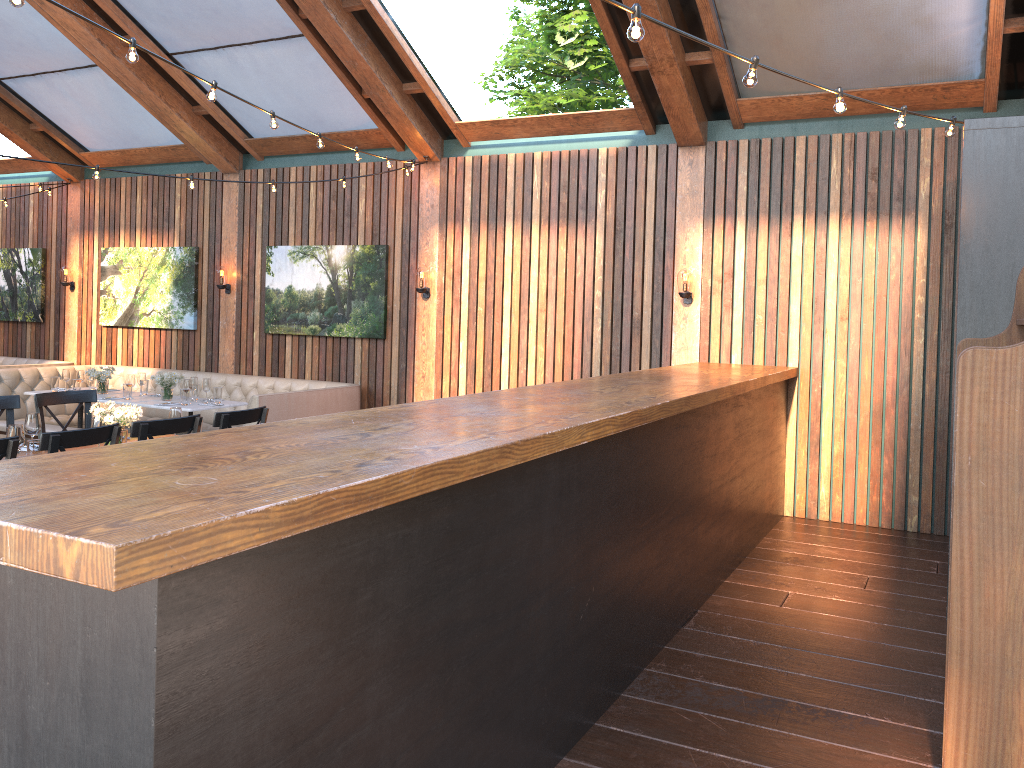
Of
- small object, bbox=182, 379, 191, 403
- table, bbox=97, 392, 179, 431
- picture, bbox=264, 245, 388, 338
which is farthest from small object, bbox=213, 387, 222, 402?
picture, bbox=264, 245, 388, 338

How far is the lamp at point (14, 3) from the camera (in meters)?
3.33

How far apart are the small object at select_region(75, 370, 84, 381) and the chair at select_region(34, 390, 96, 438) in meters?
3.4 m

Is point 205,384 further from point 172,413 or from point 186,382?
point 172,413

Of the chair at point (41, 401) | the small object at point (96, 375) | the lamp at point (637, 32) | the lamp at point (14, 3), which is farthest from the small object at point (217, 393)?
the lamp at point (637, 32)

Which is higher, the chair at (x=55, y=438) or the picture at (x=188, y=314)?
the picture at (x=188, y=314)

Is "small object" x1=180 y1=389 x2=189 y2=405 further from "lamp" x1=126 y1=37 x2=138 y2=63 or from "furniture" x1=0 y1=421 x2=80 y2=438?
"lamp" x1=126 y1=37 x2=138 y2=63

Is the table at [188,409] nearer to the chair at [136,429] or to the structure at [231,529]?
the chair at [136,429]

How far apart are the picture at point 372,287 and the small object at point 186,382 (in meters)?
1.51

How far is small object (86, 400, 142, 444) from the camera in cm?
551
